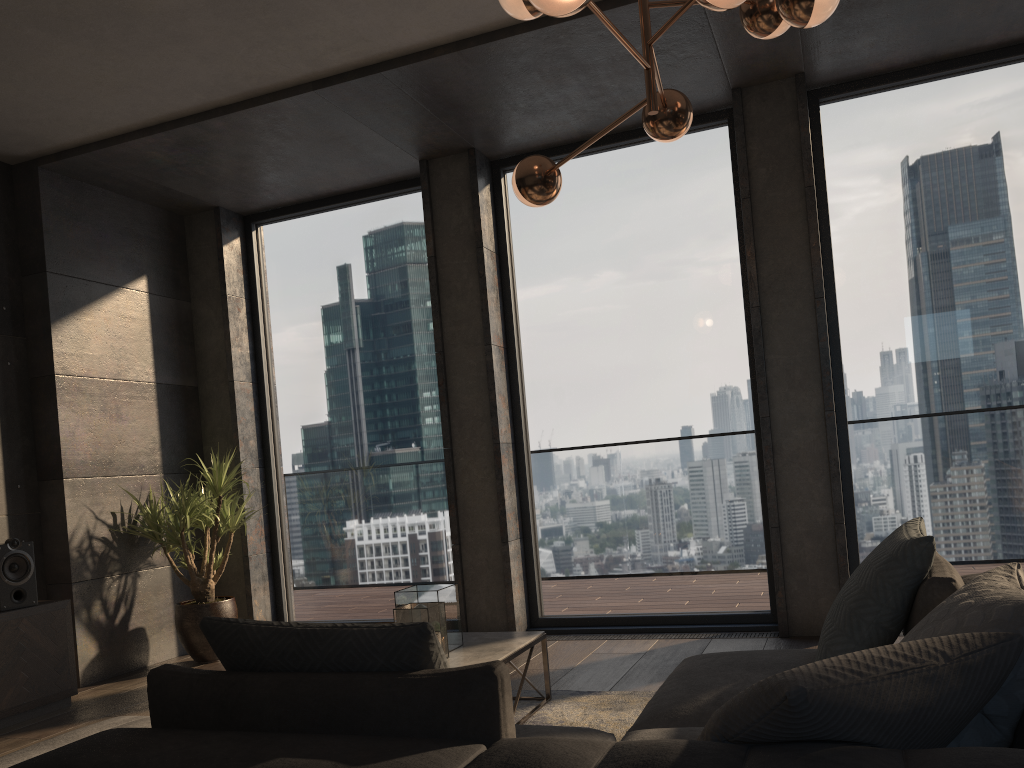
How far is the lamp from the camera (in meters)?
2.52

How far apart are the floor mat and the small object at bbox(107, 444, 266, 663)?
2.3 meters

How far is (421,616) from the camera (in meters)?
3.27

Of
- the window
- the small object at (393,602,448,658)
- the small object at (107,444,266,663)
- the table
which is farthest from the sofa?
the small object at (107,444,266,663)

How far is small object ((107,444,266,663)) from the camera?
5.29m

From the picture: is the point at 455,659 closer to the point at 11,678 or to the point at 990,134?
the point at 11,678

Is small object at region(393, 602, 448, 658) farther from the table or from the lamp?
the lamp

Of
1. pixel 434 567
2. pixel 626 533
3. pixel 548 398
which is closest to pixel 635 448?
pixel 626 533

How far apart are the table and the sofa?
0.76m

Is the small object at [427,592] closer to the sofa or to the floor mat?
the floor mat
